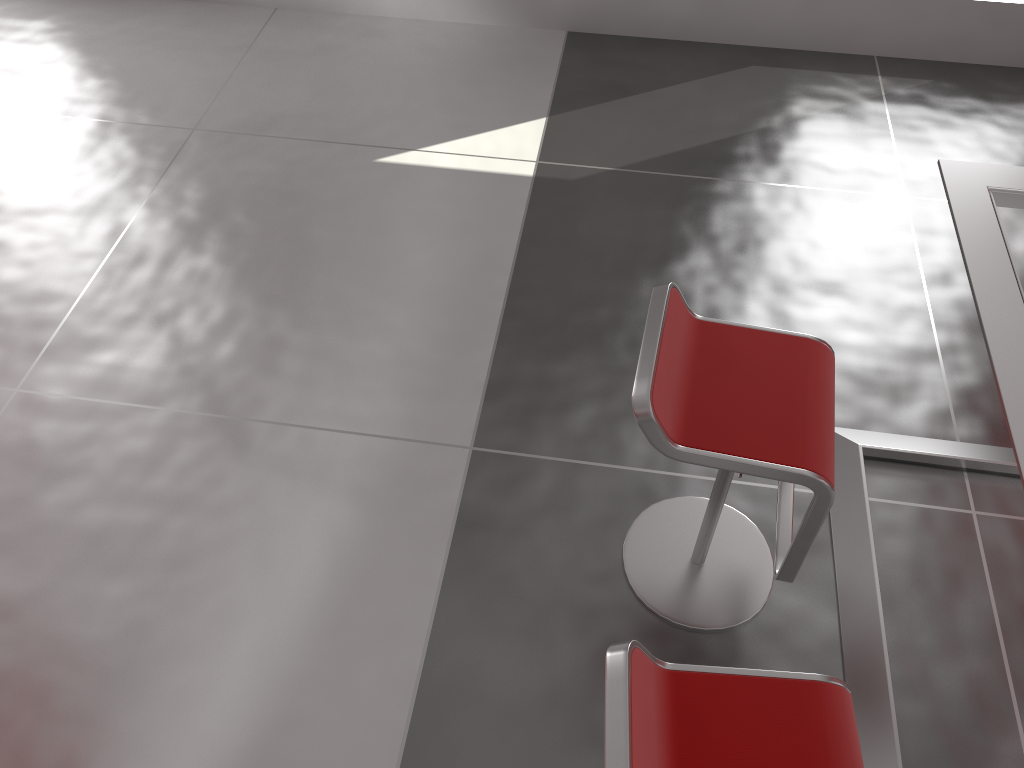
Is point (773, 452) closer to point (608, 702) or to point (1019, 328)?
point (1019, 328)

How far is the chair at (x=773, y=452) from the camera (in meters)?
1.81

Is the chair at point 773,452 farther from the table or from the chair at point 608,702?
the chair at point 608,702

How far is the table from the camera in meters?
1.7

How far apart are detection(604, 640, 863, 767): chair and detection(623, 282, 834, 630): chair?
0.42m

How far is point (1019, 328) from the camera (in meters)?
1.68

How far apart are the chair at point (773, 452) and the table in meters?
0.2 m

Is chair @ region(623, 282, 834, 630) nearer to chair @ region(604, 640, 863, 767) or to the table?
the table

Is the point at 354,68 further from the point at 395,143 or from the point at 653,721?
the point at 653,721

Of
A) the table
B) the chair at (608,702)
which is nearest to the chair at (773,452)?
the table
